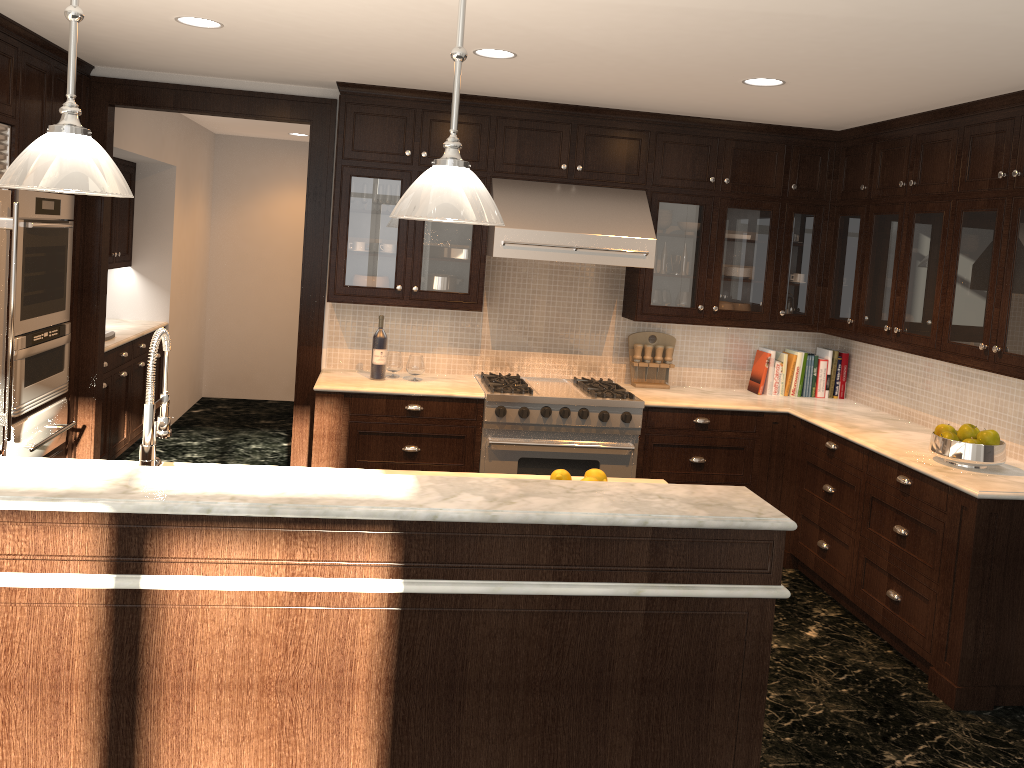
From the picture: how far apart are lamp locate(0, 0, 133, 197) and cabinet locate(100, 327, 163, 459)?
3.72m

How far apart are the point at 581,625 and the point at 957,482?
2.2m

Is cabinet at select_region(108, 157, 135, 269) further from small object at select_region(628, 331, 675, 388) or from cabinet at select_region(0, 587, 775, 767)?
cabinet at select_region(0, 587, 775, 767)

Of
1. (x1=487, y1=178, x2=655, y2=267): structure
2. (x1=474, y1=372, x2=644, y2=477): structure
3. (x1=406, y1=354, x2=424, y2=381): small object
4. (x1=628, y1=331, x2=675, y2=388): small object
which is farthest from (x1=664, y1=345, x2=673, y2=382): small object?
(x1=406, y1=354, x2=424, y2=381): small object

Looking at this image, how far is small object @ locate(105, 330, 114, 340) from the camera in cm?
591

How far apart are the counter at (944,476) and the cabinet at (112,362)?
1.49m

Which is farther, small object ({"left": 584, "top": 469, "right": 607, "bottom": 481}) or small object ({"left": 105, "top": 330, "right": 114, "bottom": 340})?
small object ({"left": 105, "top": 330, "right": 114, "bottom": 340})

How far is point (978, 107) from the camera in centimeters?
410cm

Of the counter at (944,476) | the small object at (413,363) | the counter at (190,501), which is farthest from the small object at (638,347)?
the counter at (190,501)

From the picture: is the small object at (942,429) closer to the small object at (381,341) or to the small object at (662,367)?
the small object at (662,367)
